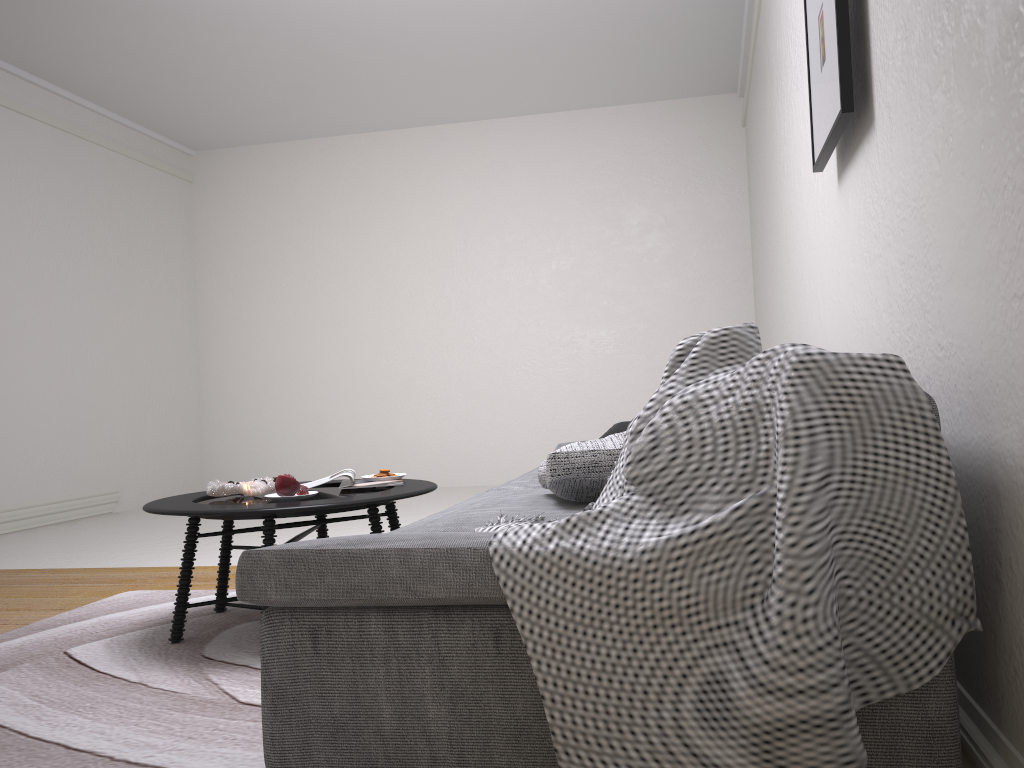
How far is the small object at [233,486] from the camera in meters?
2.9 m

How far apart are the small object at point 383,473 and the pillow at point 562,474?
1.08m

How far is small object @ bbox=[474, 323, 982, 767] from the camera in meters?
1.1 m

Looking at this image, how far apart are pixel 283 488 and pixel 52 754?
1.1 meters

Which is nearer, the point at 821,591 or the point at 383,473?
the point at 821,591

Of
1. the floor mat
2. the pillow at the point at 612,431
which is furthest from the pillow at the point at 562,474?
the pillow at the point at 612,431

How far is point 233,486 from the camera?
2.94m

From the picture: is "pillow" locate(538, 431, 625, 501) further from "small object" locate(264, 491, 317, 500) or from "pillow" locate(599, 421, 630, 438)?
"pillow" locate(599, 421, 630, 438)

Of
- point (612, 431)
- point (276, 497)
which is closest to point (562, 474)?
point (276, 497)

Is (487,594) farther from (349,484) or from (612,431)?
(612,431)
